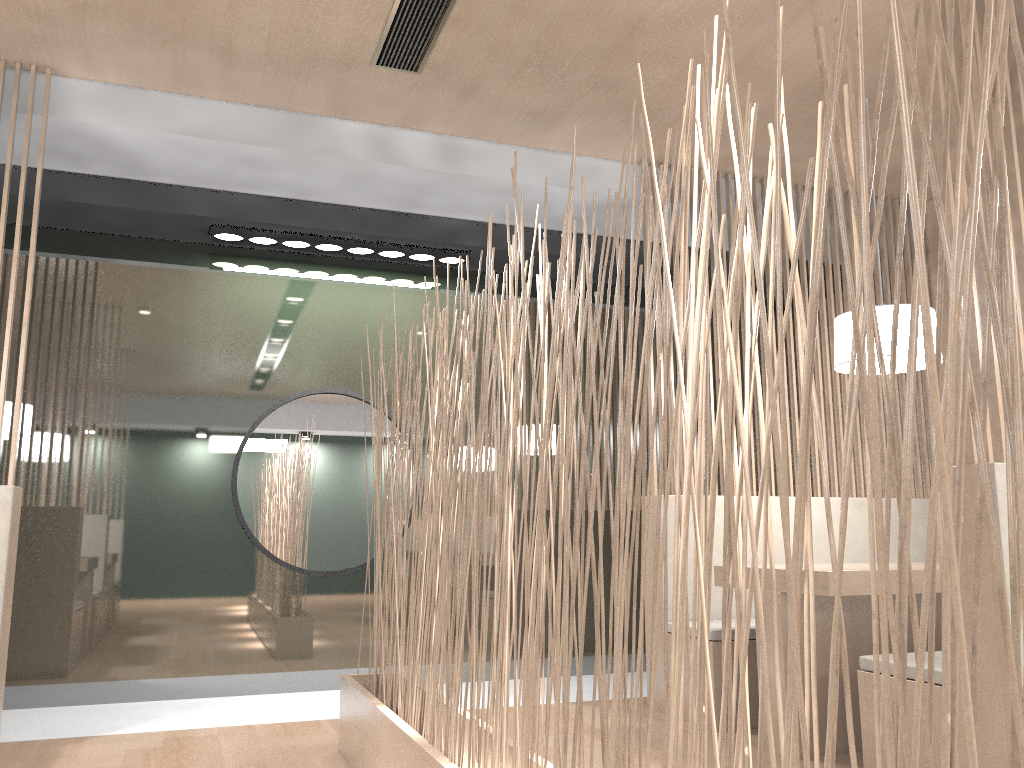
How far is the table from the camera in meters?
1.8 m

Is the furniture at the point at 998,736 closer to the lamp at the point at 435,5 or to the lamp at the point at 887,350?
the lamp at the point at 887,350

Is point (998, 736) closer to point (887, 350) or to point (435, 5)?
point (887, 350)

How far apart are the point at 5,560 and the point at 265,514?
0.92m

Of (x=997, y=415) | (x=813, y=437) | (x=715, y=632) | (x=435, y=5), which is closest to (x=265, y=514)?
(x=715, y=632)

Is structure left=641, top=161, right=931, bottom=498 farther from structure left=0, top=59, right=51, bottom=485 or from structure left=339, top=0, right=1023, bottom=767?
structure left=0, top=59, right=51, bottom=485

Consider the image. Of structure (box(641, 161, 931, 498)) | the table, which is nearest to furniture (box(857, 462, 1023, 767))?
the table

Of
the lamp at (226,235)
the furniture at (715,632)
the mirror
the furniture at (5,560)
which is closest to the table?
the furniture at (715,632)

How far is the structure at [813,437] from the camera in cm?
275

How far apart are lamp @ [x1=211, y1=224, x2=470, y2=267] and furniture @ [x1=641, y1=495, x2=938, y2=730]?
1.0m
